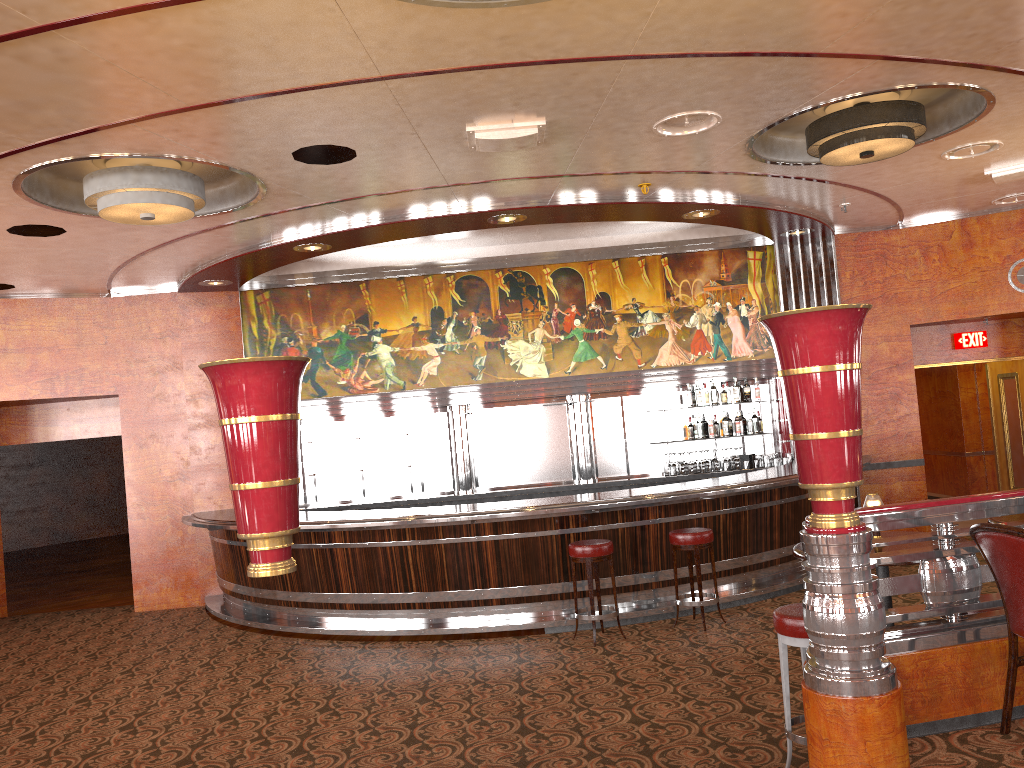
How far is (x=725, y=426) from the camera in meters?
10.2 m

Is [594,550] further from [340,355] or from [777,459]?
[340,355]

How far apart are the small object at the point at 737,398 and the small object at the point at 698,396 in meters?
0.4 m

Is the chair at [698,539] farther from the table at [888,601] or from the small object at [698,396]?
the small object at [698,396]

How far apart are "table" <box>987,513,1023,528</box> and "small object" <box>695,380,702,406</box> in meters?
5.4 m

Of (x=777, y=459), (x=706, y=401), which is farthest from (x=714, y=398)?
(x=777, y=459)

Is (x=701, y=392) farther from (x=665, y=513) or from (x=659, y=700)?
(x=659, y=700)

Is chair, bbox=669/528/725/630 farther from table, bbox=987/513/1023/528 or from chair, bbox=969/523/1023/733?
chair, bbox=969/523/1023/733

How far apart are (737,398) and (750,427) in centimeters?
37cm

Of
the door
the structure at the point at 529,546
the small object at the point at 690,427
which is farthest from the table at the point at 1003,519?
the door
